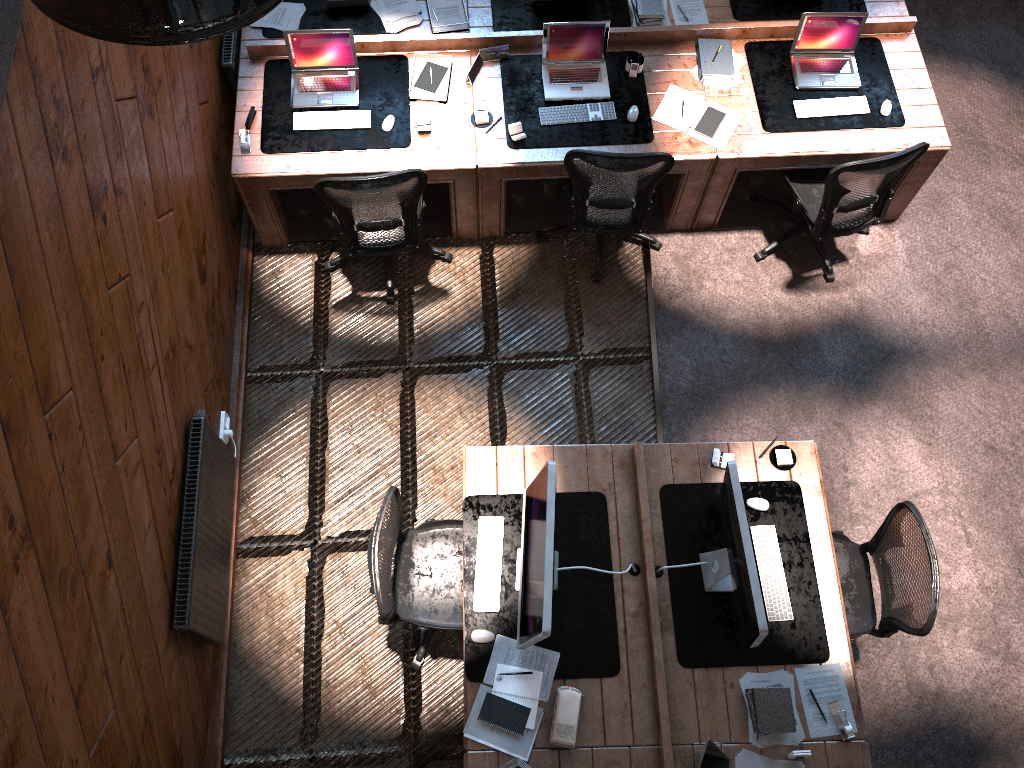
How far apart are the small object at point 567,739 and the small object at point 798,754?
0.92m

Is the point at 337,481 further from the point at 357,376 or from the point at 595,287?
the point at 595,287

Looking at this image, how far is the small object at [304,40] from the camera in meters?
5.0

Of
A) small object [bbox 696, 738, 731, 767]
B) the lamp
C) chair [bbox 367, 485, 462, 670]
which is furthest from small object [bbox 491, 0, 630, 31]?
the lamp

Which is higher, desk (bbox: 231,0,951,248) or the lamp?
the lamp

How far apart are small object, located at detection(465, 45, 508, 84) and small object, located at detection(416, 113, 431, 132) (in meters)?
0.37

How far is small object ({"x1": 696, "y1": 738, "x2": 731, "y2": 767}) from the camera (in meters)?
3.63

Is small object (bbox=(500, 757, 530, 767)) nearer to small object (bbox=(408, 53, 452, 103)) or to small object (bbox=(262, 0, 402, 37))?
small object (bbox=(408, 53, 452, 103))

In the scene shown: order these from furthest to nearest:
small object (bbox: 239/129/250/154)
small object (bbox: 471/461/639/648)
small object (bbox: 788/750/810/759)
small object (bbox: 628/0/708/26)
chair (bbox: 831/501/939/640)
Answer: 1. small object (bbox: 628/0/708/26)
2. small object (bbox: 239/129/250/154)
3. chair (bbox: 831/501/939/640)
4. small object (bbox: 788/750/810/759)
5. small object (bbox: 471/461/639/648)

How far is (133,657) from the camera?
3.5 meters
